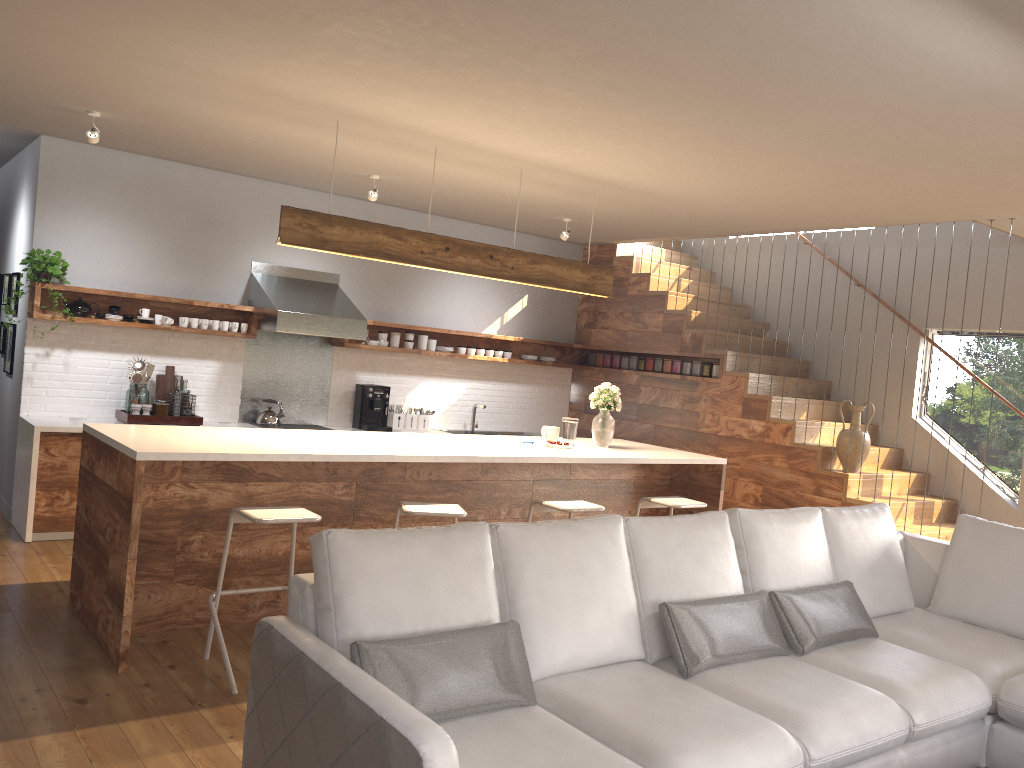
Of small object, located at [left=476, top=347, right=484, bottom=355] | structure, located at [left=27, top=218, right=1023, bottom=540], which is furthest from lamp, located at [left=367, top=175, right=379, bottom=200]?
small object, located at [left=476, top=347, right=484, bottom=355]

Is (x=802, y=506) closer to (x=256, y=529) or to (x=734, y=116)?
(x=734, y=116)

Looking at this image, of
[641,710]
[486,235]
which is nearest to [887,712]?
[641,710]

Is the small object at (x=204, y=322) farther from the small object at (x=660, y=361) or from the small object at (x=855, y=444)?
the small object at (x=855, y=444)

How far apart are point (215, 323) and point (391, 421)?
1.82m

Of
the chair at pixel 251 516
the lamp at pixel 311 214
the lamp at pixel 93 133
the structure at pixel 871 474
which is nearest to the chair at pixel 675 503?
the lamp at pixel 311 214

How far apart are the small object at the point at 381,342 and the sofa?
4.6m

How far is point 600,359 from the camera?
9.2m

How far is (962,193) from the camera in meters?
5.2 m

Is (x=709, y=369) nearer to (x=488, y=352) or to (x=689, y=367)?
(x=689, y=367)
